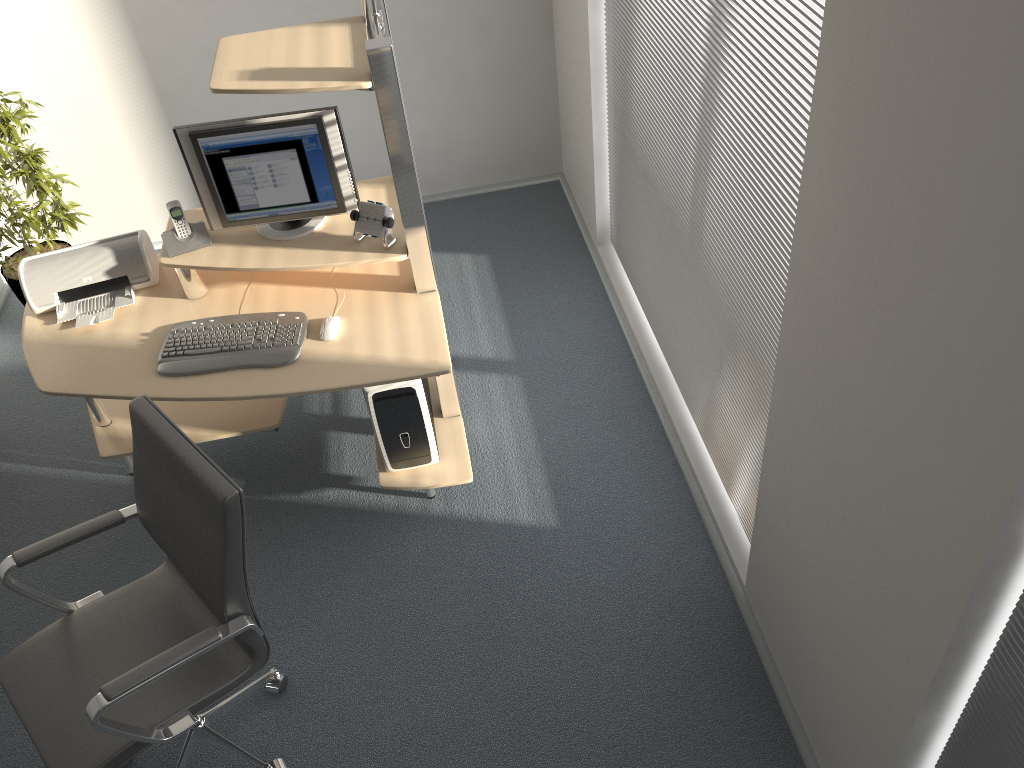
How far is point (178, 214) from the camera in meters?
3.0

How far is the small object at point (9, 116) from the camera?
3.8m

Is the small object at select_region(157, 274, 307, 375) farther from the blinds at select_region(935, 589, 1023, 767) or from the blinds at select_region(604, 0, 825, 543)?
the blinds at select_region(935, 589, 1023, 767)

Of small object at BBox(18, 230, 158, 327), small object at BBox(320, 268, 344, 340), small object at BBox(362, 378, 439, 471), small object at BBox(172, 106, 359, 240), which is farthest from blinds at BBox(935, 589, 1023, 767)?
small object at BBox(18, 230, 158, 327)

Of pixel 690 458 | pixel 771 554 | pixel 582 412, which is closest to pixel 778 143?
pixel 771 554

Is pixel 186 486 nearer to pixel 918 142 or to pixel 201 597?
pixel 201 597

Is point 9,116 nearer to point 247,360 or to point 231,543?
point 247,360

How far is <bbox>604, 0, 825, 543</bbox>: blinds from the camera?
2.1m

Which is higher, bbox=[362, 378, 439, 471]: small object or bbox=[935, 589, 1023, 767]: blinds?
bbox=[935, 589, 1023, 767]: blinds

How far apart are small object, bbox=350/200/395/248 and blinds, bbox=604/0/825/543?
1.0 meters
